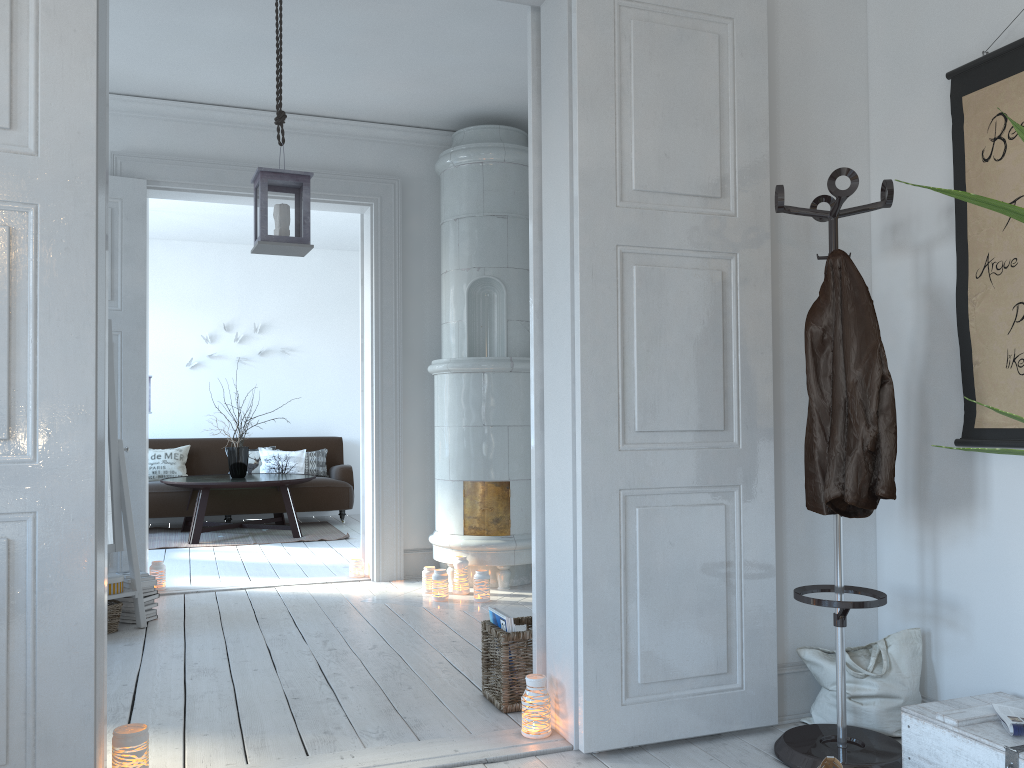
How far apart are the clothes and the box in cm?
52

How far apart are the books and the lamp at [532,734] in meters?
0.3 m

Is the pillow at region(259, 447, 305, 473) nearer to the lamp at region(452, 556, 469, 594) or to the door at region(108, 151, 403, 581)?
the door at region(108, 151, 403, 581)

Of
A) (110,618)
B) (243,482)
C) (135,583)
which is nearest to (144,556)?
(135,583)

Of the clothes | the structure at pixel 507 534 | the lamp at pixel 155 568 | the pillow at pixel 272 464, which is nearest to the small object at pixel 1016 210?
the clothes

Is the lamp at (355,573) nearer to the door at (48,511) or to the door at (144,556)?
the door at (144,556)

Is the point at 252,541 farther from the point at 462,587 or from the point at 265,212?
the point at 265,212

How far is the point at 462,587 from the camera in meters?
4.9

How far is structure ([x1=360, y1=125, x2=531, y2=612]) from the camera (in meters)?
5.09

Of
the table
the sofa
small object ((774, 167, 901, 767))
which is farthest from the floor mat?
small object ((774, 167, 901, 767))
